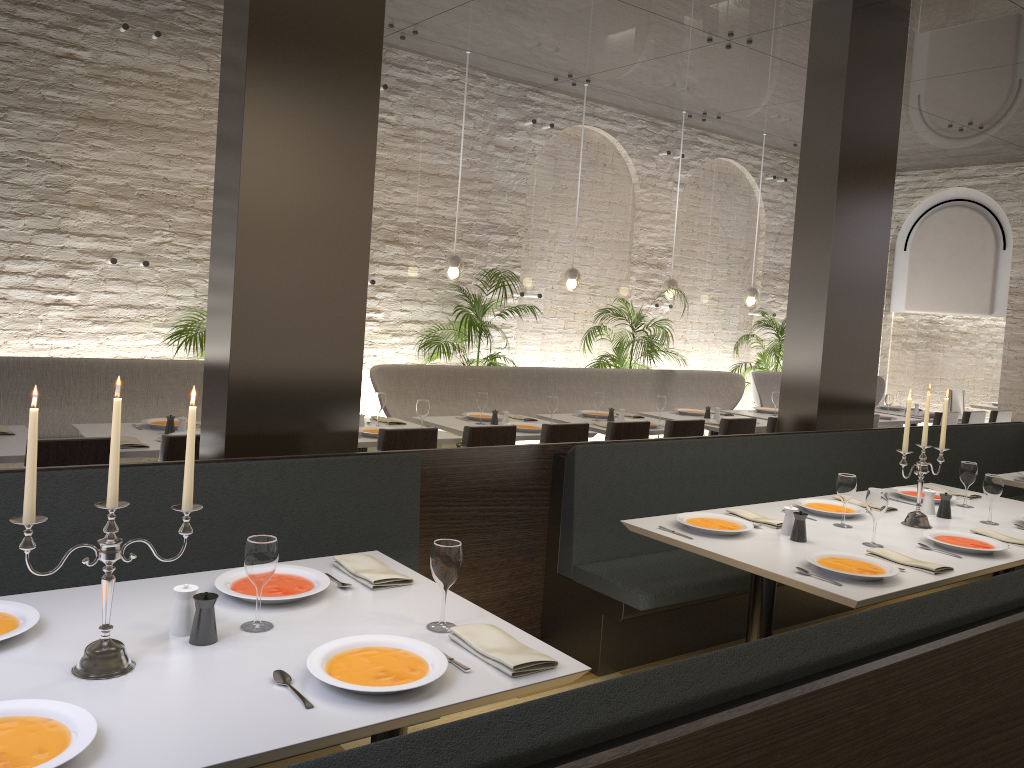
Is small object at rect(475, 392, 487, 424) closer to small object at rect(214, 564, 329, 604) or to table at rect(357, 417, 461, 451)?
table at rect(357, 417, 461, 451)

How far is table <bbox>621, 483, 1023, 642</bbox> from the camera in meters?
3.1 m

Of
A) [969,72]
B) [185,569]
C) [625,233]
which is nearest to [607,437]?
[185,569]

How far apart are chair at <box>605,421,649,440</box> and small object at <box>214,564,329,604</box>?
3.5m

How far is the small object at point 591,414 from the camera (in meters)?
7.27

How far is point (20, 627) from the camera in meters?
2.1 m

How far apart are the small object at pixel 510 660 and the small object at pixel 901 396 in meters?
8.6 m

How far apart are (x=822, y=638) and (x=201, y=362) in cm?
522

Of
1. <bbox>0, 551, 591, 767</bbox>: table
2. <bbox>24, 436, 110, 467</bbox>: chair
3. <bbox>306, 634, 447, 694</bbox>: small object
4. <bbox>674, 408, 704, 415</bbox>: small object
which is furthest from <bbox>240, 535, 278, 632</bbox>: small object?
<bbox>674, 408, 704, 415</bbox>: small object

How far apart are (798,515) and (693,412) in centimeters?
454cm
